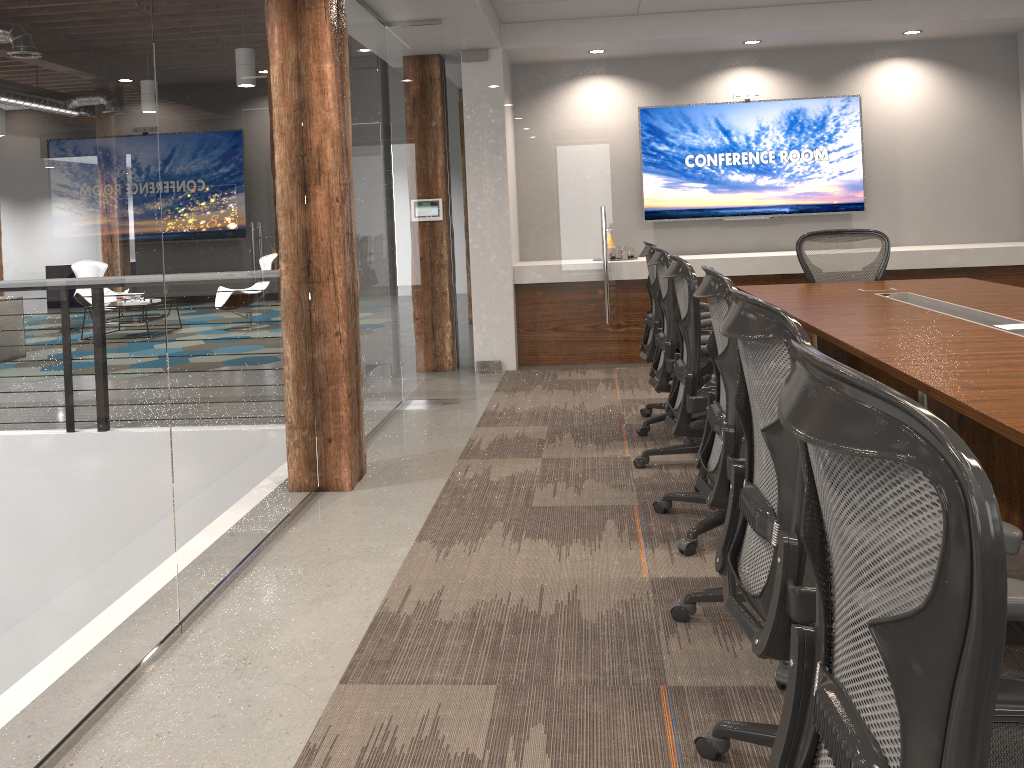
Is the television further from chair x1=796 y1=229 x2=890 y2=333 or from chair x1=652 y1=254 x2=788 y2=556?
chair x1=652 y1=254 x2=788 y2=556

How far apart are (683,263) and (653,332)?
1.64m

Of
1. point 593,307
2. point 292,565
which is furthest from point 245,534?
point 593,307

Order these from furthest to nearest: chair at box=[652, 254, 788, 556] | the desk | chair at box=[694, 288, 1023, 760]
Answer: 1. chair at box=[652, 254, 788, 556]
2. the desk
3. chair at box=[694, 288, 1023, 760]

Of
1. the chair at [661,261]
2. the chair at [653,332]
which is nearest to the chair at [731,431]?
the chair at [661,261]

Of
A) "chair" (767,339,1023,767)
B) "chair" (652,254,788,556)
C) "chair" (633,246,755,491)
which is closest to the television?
"chair" (633,246,755,491)

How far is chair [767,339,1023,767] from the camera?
0.80m

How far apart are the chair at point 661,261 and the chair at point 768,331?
1.9 meters

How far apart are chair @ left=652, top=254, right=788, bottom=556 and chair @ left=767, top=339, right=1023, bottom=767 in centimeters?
187cm

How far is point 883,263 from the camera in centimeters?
554cm
